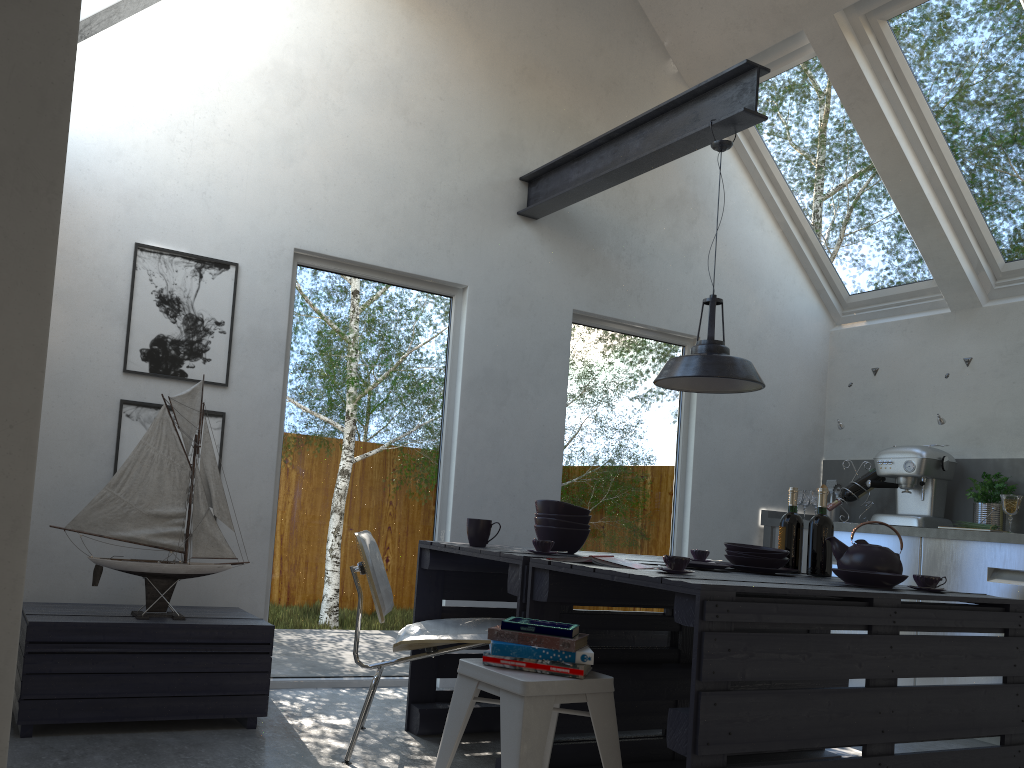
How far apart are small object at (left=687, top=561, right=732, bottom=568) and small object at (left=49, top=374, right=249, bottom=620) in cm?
178

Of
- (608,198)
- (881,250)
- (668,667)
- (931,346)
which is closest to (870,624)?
(668,667)

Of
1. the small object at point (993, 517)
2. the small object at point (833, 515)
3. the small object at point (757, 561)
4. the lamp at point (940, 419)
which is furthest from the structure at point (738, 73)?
the small object at point (833, 515)

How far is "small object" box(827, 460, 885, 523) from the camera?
5.5m

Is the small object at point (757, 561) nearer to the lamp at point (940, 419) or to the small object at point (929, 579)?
the small object at point (929, 579)

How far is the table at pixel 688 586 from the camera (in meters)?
2.34

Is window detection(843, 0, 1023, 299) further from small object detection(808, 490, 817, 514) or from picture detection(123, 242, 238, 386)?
picture detection(123, 242, 238, 386)

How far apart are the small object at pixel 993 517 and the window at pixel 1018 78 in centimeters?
115cm

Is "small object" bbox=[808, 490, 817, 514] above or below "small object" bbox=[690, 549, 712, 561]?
above

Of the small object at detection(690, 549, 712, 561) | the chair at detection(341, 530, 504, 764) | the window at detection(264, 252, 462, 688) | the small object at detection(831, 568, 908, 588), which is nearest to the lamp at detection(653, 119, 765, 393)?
the small object at detection(690, 549, 712, 561)
